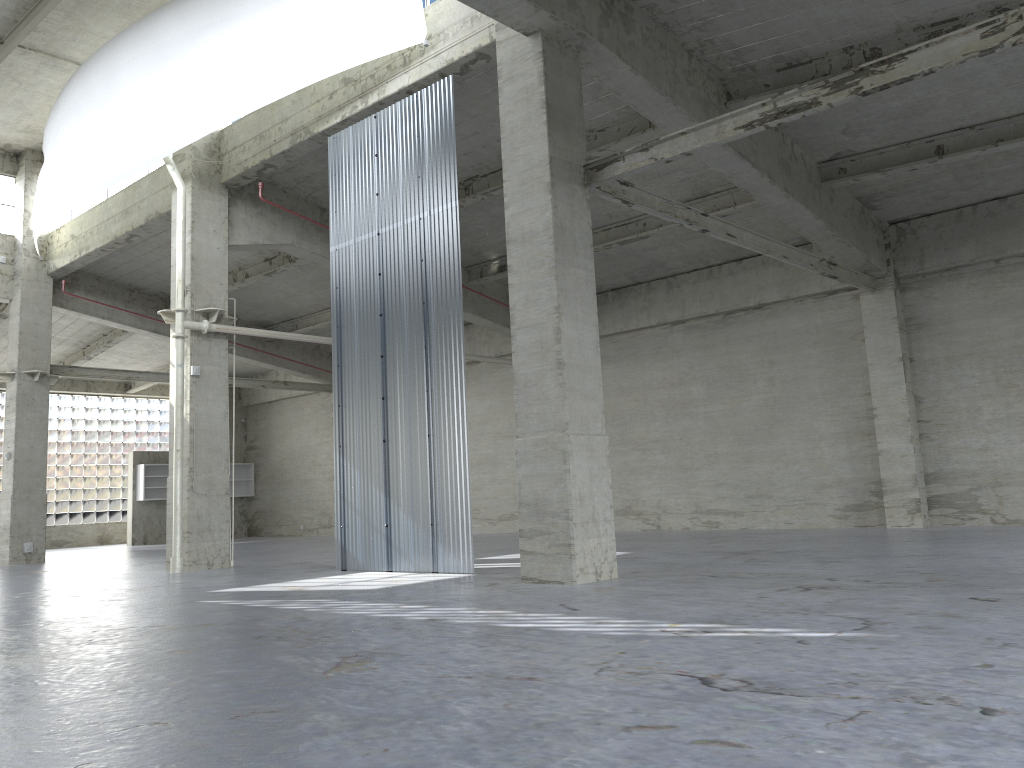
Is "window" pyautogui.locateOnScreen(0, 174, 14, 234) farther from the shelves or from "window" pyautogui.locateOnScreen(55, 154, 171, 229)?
the shelves

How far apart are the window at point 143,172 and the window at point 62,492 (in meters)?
17.54

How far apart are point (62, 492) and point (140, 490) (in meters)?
5.91

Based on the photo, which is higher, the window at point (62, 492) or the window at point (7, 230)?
the window at point (7, 230)

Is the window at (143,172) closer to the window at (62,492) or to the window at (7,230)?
the window at (7,230)

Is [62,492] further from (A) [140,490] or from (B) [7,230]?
(B) [7,230]

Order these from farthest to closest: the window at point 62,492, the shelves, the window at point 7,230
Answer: the window at point 62,492 → the shelves → the window at point 7,230

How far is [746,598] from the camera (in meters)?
11.40

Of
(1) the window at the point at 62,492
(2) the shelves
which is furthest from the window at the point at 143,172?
(1) the window at the point at 62,492

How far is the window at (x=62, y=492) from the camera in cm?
4727
